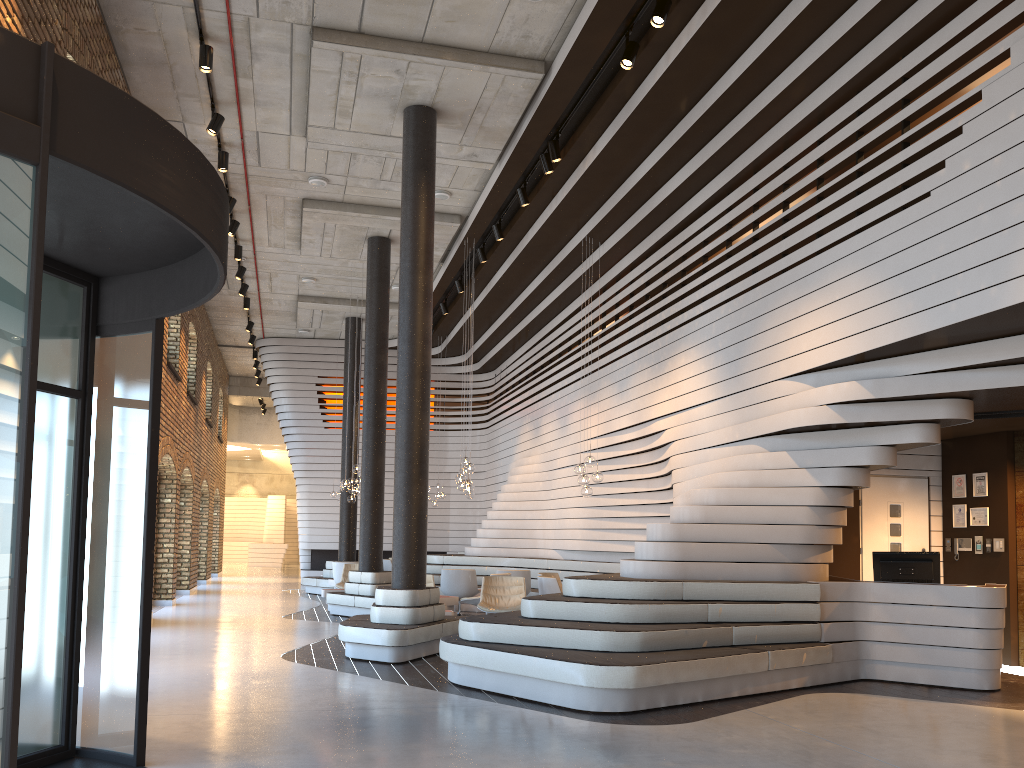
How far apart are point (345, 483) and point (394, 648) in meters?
6.7

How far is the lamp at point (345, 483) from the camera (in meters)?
15.01

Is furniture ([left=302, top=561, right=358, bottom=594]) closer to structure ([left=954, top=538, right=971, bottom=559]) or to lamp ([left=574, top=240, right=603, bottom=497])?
lamp ([left=574, top=240, right=603, bottom=497])

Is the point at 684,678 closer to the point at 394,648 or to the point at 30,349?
the point at 394,648

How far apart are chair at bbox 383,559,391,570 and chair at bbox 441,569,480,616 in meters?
5.2

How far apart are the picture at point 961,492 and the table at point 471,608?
7.7m

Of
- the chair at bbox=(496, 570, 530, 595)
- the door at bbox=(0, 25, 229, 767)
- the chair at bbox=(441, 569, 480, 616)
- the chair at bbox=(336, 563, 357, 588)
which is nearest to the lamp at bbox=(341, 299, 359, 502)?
the chair at bbox=(336, 563, 357, 588)

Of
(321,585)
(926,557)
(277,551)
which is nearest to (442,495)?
(321,585)

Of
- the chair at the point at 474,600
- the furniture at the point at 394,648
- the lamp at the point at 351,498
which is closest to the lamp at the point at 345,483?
the lamp at the point at 351,498

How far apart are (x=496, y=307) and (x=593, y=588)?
10.30m
